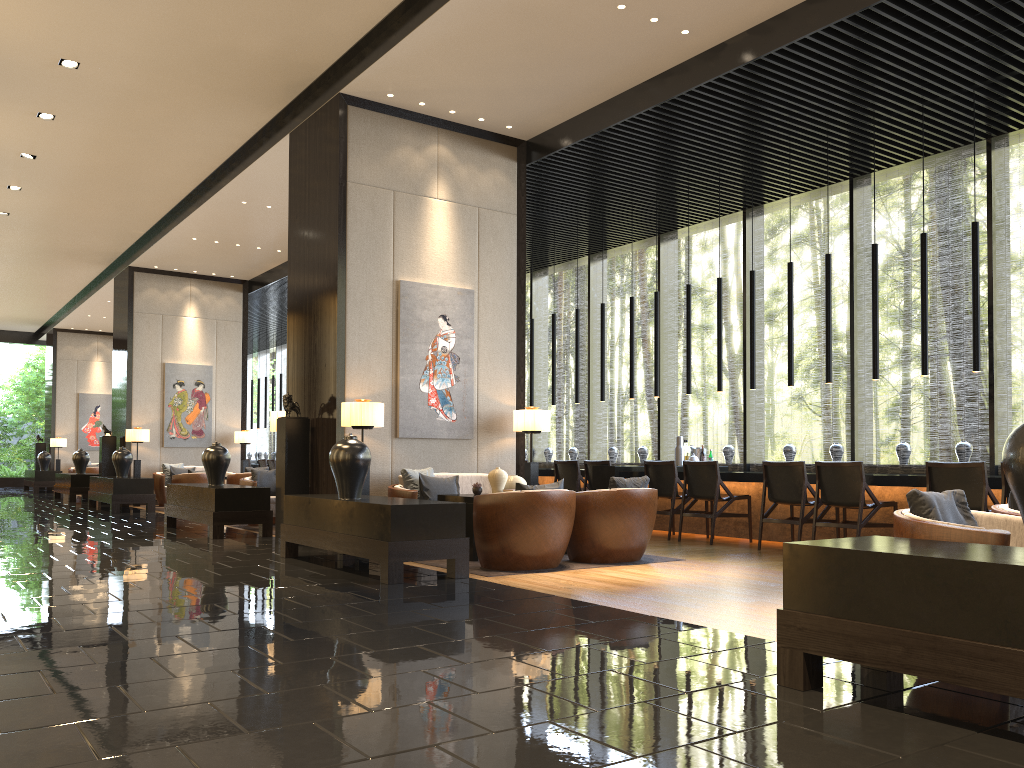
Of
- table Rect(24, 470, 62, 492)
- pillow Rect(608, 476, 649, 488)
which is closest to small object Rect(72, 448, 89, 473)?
table Rect(24, 470, 62, 492)

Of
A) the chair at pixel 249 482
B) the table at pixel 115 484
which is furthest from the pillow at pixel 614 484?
the table at pixel 115 484

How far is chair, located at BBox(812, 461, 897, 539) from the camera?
7.4 meters

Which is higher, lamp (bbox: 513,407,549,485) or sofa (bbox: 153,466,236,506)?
lamp (bbox: 513,407,549,485)

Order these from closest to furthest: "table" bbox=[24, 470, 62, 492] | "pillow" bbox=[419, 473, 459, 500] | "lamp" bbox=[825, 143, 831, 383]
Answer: "pillow" bbox=[419, 473, 459, 500] → "lamp" bbox=[825, 143, 831, 383] → "table" bbox=[24, 470, 62, 492]

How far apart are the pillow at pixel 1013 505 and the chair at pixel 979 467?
2.4m

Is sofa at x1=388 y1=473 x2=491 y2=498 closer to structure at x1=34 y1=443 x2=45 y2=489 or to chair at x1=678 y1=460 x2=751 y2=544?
chair at x1=678 y1=460 x2=751 y2=544

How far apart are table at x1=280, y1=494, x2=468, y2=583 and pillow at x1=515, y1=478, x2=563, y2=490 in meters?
0.6

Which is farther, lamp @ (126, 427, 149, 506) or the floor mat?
lamp @ (126, 427, 149, 506)

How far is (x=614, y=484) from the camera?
6.9m
